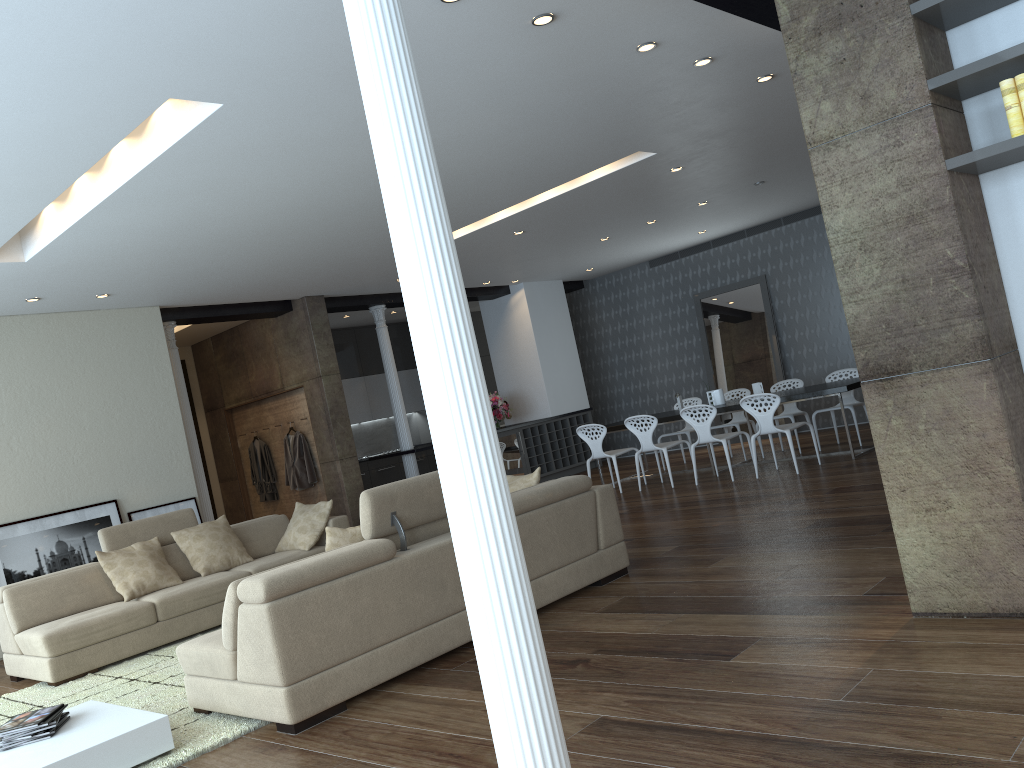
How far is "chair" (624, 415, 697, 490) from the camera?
9.6m

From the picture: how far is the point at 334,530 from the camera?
4.64m

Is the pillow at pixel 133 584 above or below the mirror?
below

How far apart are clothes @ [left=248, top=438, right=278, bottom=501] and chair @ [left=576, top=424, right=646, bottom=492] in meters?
4.2

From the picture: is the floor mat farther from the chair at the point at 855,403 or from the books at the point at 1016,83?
the chair at the point at 855,403

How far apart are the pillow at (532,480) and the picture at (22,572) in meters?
4.5

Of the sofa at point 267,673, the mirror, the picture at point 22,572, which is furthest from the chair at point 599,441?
the picture at point 22,572

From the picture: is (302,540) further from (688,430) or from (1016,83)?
(1016,83)

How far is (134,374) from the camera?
8.87m

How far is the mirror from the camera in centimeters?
1259cm
